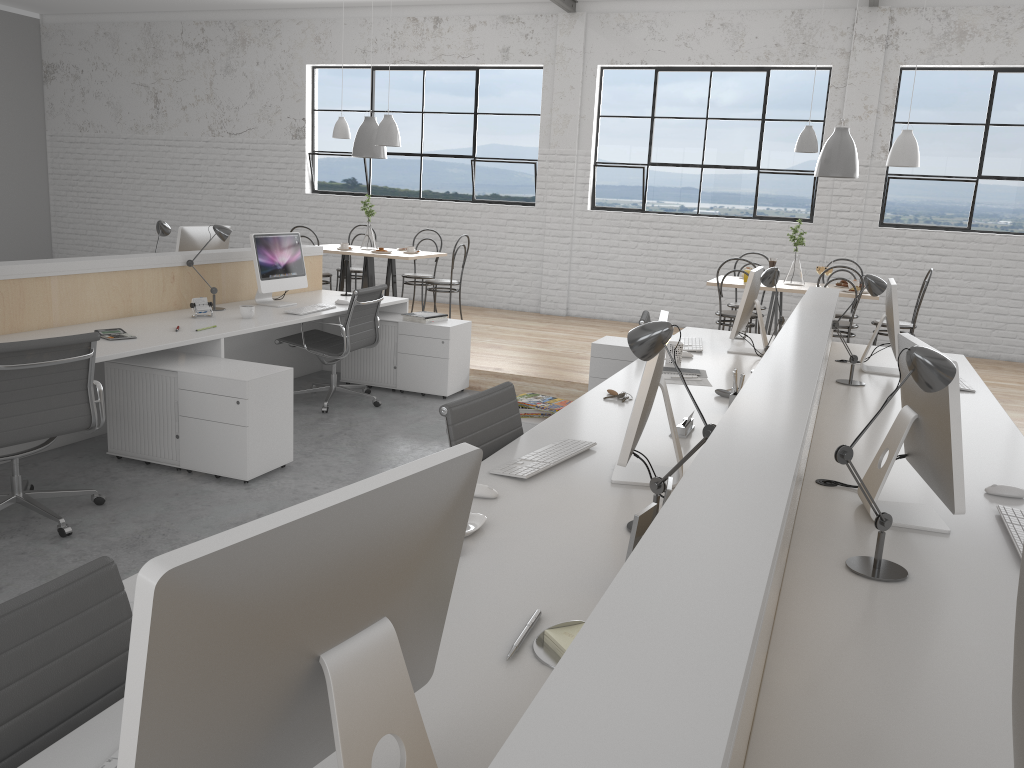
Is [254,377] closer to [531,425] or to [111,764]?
[531,425]

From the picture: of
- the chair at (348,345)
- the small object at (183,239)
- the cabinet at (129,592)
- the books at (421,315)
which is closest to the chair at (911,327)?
the books at (421,315)

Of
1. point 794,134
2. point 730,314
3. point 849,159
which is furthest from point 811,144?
point 794,134

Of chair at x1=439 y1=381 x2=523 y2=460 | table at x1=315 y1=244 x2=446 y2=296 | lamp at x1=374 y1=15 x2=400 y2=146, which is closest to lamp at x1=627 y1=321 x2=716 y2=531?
chair at x1=439 y1=381 x2=523 y2=460

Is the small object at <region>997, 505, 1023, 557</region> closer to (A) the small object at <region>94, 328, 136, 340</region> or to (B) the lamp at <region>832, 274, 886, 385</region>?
(B) the lamp at <region>832, 274, 886, 385</region>

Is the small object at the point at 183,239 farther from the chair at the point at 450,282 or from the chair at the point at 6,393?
the chair at the point at 6,393

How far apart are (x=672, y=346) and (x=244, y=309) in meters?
2.0 m

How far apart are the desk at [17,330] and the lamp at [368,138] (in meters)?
1.59

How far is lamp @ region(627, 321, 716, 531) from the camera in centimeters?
164cm

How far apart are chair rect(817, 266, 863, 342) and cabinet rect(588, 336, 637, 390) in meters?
1.5 m
